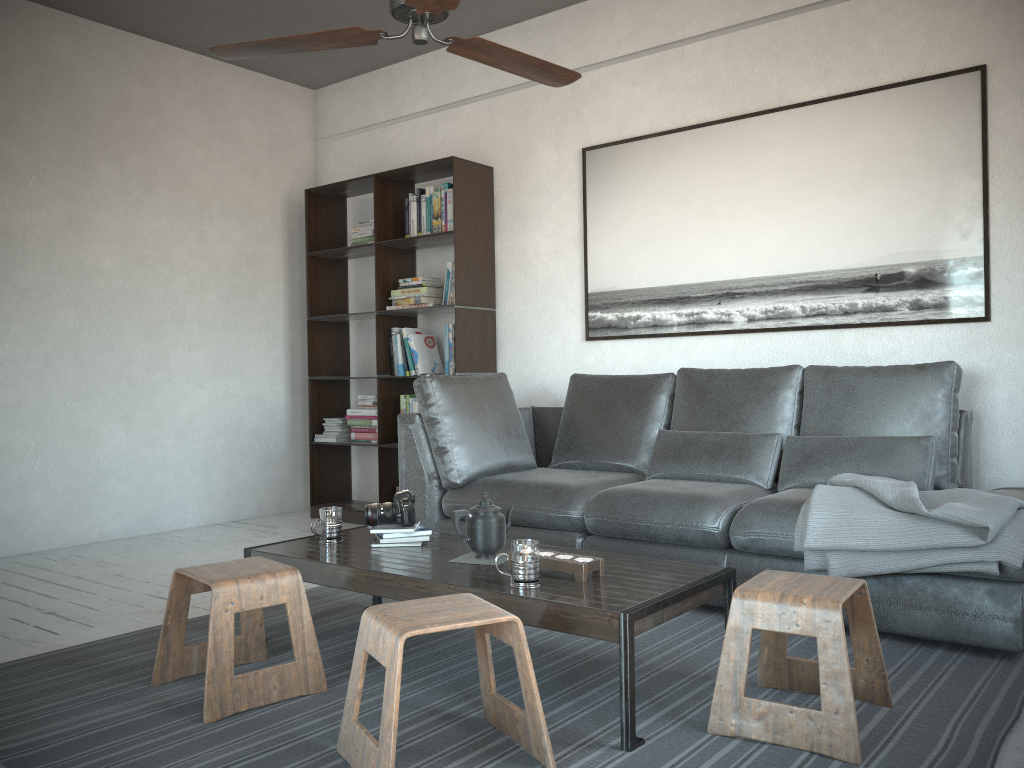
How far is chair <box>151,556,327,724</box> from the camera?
2.3 meters

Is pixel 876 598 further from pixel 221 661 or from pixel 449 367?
pixel 449 367

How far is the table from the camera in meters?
2.1 m

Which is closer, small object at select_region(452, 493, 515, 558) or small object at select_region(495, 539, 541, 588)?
small object at select_region(495, 539, 541, 588)

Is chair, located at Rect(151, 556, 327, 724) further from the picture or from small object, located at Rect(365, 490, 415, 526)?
the picture

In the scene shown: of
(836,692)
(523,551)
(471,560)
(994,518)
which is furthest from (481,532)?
(994,518)

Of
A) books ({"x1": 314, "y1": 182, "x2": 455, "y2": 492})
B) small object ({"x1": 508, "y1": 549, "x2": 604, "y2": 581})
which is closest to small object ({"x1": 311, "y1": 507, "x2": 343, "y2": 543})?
small object ({"x1": 508, "y1": 549, "x2": 604, "y2": 581})

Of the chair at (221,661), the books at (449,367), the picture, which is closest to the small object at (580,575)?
the chair at (221,661)

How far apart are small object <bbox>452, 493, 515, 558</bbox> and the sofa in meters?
0.8 m

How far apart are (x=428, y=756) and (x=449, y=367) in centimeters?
319cm
